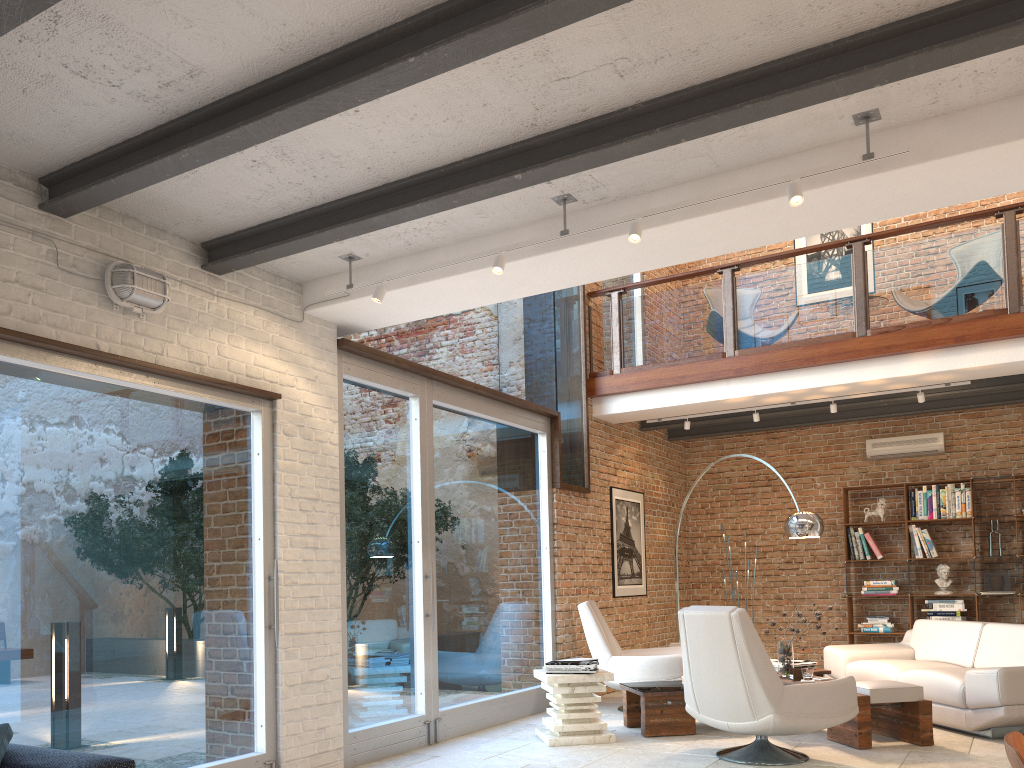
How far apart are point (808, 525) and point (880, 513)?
3.23m

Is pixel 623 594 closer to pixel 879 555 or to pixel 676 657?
pixel 676 657

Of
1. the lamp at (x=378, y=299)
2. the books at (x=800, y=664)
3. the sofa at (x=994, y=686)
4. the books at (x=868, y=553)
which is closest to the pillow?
the lamp at (x=378, y=299)

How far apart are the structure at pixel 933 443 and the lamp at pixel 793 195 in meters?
7.0 m

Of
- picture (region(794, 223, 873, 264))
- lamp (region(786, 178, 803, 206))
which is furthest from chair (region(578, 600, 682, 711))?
picture (region(794, 223, 873, 264))

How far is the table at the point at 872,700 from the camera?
5.6 meters

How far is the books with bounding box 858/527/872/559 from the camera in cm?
982

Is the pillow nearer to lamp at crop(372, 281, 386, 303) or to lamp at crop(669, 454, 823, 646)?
lamp at crop(372, 281, 386, 303)

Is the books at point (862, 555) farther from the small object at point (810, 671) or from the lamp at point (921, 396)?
the small object at point (810, 671)

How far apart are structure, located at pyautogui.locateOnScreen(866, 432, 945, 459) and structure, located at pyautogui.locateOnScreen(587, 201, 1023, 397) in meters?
2.8 m
